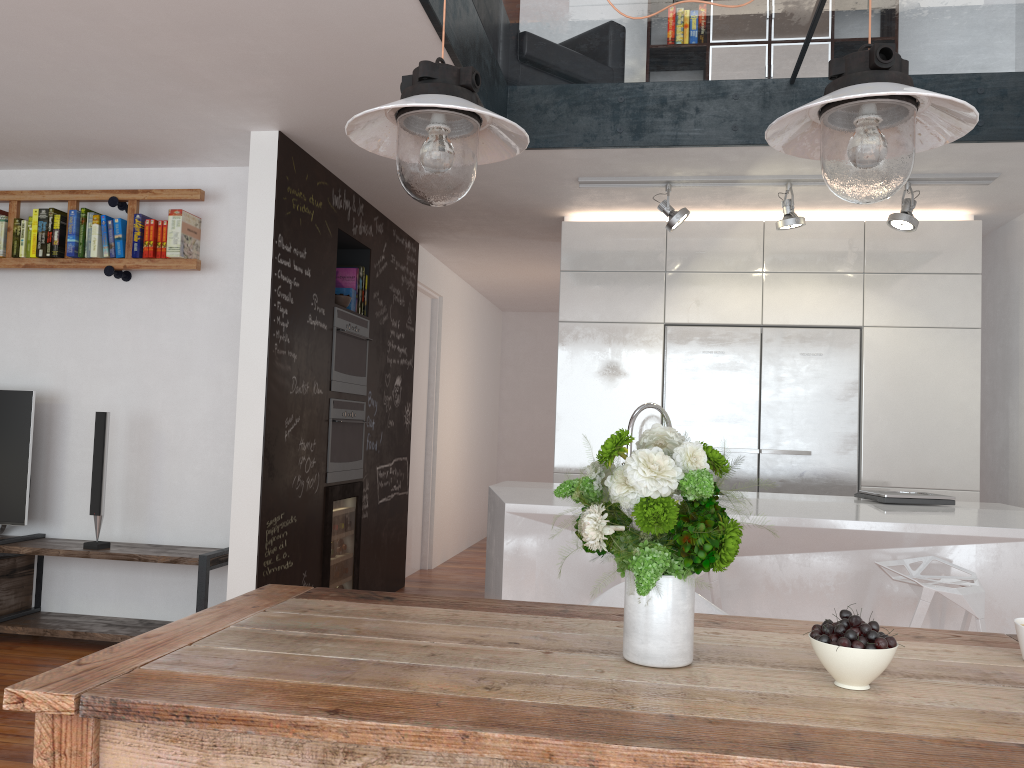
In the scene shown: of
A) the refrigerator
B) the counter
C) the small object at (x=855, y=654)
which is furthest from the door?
the small object at (x=855, y=654)

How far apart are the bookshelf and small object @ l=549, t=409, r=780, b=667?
3.4m

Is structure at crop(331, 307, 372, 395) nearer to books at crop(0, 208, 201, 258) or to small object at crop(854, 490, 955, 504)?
books at crop(0, 208, 201, 258)

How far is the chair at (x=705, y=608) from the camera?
2.7m

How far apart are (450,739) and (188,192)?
4.01m

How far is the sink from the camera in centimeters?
396cm

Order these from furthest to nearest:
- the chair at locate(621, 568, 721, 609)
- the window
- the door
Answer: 1. the door
2. the window
3. the chair at locate(621, 568, 721, 609)

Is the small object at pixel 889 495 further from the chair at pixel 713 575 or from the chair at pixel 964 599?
the chair at pixel 713 575

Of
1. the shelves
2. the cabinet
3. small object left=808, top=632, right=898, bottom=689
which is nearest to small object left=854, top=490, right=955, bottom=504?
the cabinet

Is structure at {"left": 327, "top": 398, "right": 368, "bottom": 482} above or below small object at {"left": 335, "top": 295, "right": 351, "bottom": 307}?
below
